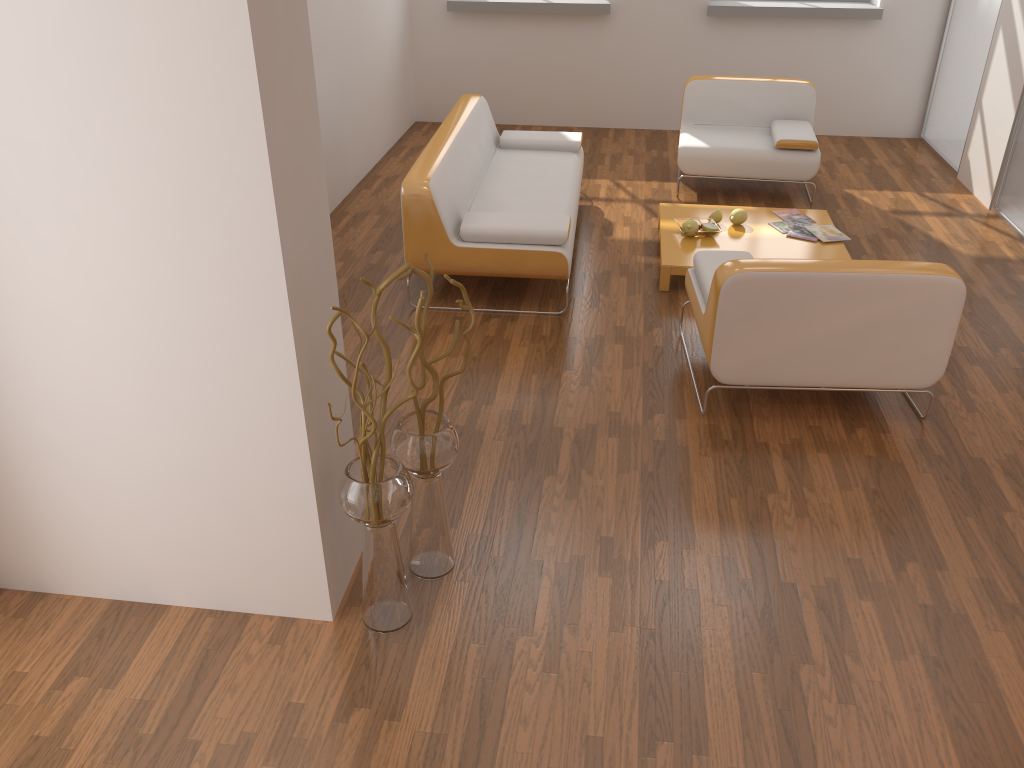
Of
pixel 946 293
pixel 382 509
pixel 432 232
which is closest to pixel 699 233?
pixel 432 232

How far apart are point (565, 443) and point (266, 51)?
2.0m

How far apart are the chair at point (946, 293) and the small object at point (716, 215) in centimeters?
117cm

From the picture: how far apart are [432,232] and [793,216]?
2.3 meters

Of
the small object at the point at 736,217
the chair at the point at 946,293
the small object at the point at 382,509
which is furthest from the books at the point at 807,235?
the small object at the point at 382,509

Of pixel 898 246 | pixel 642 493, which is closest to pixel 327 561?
pixel 642 493

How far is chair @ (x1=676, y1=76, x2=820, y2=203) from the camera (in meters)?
5.78

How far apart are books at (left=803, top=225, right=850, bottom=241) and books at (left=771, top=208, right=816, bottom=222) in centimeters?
24cm

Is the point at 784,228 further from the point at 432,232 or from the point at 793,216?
the point at 432,232

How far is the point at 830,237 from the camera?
4.9m
